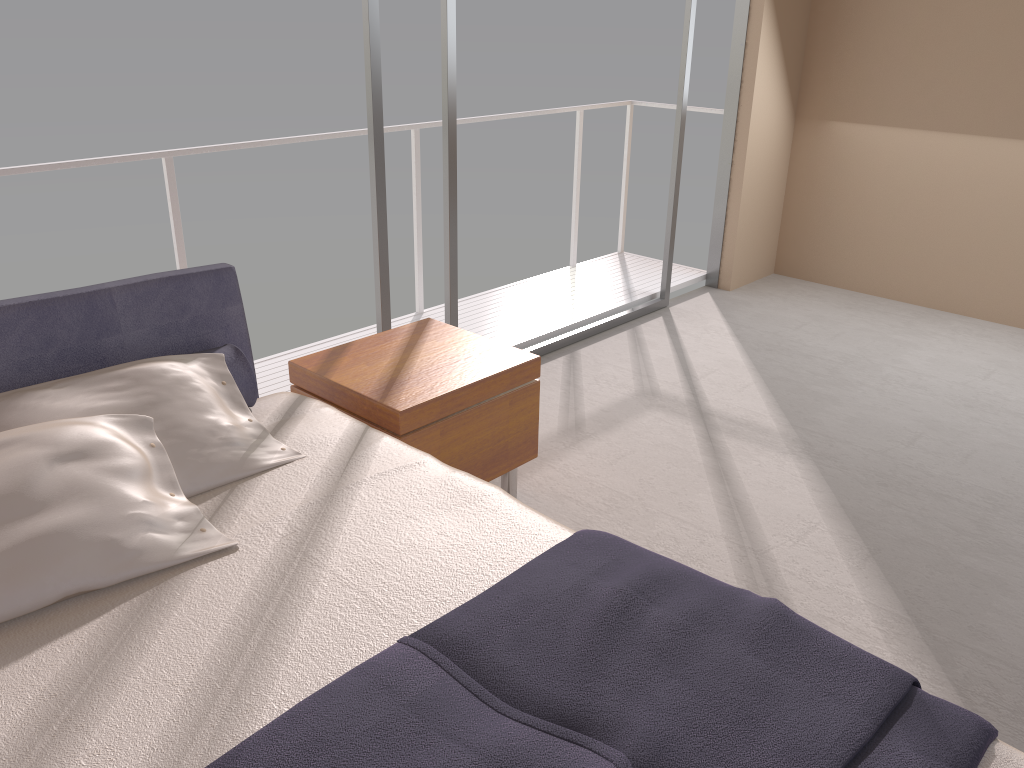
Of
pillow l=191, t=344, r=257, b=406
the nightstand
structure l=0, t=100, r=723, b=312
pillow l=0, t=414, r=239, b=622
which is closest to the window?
the nightstand

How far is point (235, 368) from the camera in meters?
2.5

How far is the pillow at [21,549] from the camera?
1.7 meters

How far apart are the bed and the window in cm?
98

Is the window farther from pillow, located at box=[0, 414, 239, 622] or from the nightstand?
pillow, located at box=[0, 414, 239, 622]

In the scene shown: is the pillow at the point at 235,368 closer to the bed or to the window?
the bed

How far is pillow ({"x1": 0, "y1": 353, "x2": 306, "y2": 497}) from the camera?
2.1m

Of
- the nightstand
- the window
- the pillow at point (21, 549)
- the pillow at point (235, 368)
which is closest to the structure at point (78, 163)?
the window

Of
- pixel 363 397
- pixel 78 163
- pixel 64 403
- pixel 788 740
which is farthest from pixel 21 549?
pixel 78 163

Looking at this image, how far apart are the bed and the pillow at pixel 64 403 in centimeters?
1cm
